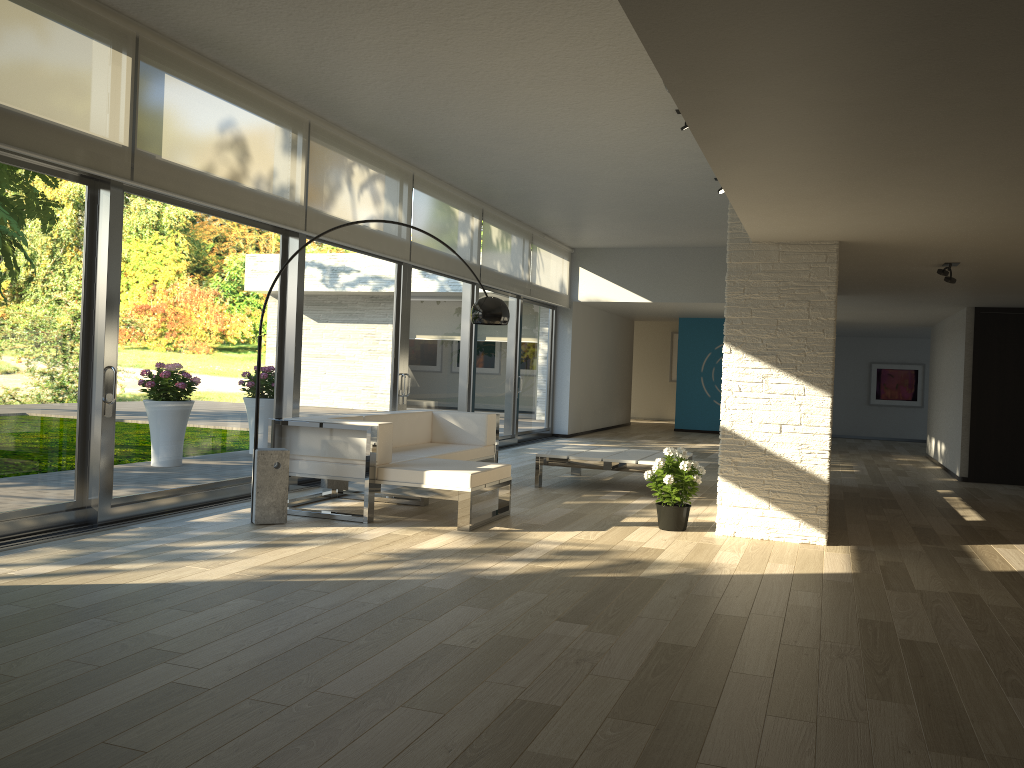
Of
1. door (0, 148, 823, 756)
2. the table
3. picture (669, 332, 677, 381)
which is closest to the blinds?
door (0, 148, 823, 756)

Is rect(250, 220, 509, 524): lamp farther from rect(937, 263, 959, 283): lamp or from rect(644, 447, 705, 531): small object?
rect(937, 263, 959, 283): lamp

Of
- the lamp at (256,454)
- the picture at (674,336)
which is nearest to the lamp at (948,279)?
the lamp at (256,454)

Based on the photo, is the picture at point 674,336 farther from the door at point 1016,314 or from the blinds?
the door at point 1016,314

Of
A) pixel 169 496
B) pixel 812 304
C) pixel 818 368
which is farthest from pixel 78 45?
pixel 818 368

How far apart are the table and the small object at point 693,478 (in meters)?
1.38

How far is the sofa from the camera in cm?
581

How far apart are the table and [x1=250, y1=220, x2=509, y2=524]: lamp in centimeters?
201cm

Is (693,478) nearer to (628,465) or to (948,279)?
(628,465)

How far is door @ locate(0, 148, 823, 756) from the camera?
5.03m
